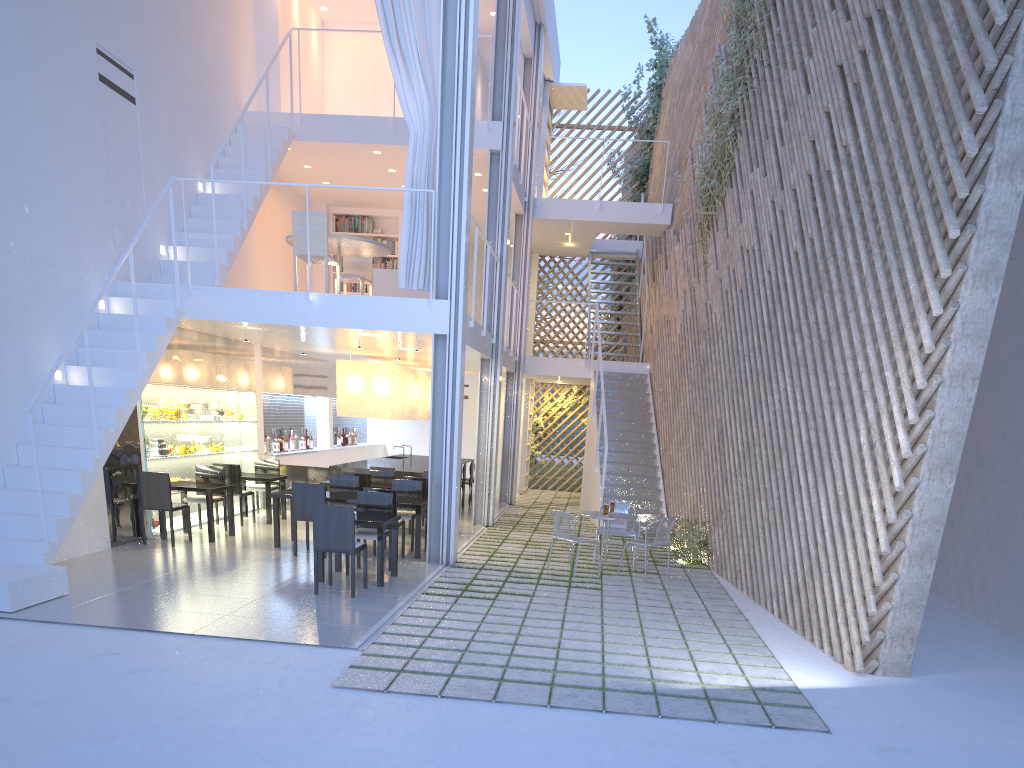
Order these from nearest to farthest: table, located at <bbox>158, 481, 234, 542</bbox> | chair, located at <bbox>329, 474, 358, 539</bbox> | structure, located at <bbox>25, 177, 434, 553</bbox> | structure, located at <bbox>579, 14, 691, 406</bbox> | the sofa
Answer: structure, located at <bbox>25, 177, 434, 553</bbox> < table, located at <bbox>158, 481, 234, 542</bbox> < chair, located at <bbox>329, 474, 358, 539</bbox> < the sofa < structure, located at <bbox>579, 14, 691, 406</bbox>

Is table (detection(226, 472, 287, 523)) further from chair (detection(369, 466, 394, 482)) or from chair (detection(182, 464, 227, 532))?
chair (detection(369, 466, 394, 482))

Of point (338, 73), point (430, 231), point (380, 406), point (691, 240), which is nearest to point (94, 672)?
point (430, 231)

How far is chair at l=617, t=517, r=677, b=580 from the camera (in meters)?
4.68

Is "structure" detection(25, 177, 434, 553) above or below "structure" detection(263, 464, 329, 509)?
above

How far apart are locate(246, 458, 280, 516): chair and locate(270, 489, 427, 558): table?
1.30m

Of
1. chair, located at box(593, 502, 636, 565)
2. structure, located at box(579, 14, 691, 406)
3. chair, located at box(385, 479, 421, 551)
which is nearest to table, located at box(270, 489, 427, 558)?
chair, located at box(385, 479, 421, 551)

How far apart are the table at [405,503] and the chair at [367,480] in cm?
60

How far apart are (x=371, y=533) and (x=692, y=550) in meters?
2.2

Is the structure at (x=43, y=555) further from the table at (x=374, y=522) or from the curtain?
the curtain
